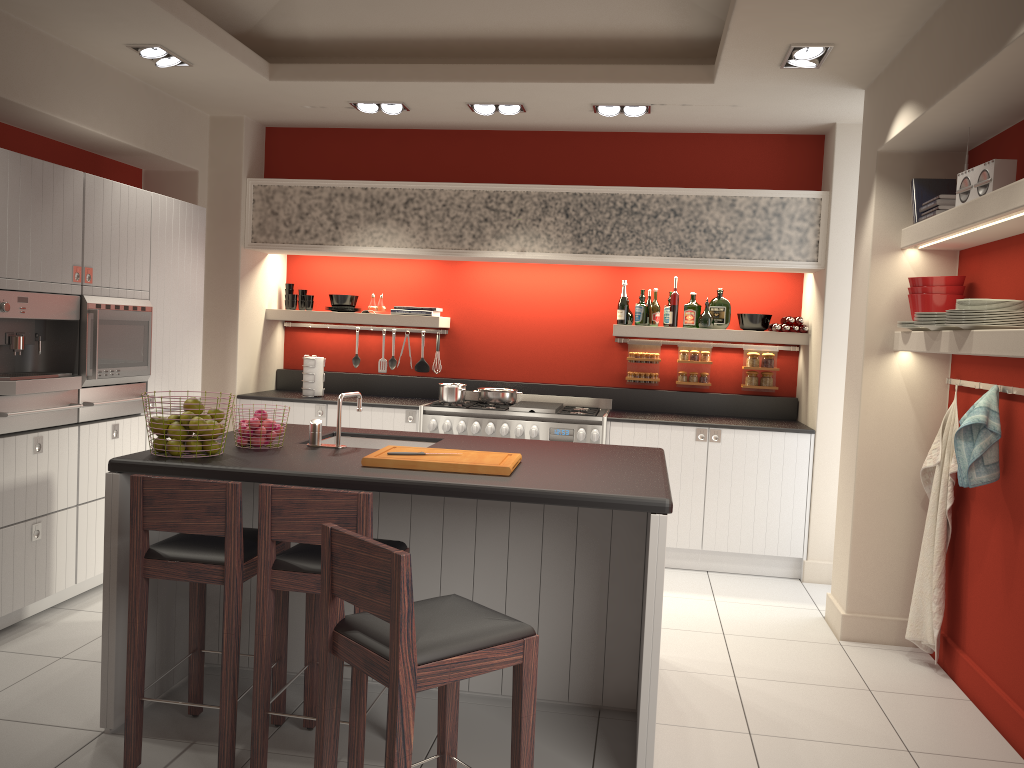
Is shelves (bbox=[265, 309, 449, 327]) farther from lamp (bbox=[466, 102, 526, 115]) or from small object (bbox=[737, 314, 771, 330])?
small object (bbox=[737, 314, 771, 330])

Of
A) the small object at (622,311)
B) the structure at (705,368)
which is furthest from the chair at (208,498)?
the structure at (705,368)

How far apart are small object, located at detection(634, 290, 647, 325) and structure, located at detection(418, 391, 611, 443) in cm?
69

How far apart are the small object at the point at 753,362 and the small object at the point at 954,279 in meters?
2.2 m

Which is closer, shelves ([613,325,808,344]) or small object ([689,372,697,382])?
shelves ([613,325,808,344])

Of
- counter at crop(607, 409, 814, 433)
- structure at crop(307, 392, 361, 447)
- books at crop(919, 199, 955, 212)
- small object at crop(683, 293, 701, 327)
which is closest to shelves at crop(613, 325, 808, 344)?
small object at crop(683, 293, 701, 327)

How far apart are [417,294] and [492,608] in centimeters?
371cm

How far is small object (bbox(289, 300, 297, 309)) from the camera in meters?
6.8

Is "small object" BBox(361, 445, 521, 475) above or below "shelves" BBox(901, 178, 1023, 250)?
below

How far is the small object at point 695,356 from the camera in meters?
6.6
